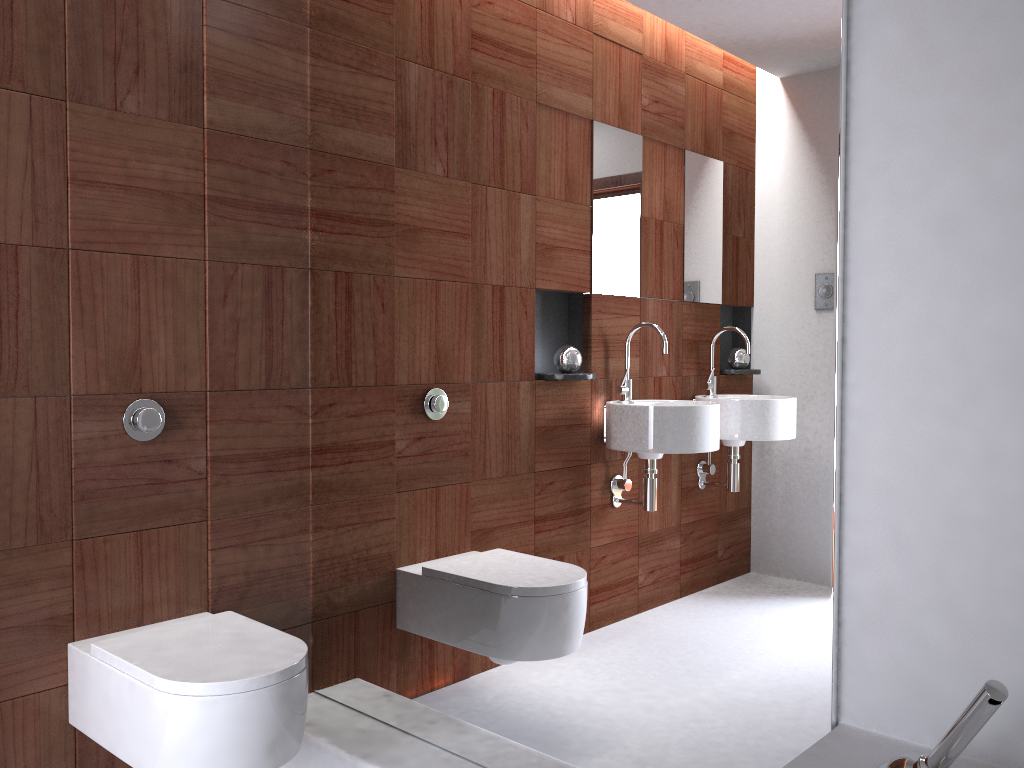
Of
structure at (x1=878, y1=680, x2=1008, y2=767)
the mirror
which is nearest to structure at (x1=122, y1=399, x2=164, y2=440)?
the mirror

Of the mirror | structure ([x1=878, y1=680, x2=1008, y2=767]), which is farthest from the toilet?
structure ([x1=878, y1=680, x2=1008, y2=767])

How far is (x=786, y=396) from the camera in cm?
146

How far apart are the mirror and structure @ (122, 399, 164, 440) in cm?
42

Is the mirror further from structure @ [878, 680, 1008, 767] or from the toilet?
the toilet

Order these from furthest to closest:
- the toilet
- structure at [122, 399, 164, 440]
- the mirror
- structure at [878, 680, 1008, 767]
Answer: structure at [122, 399, 164, 440] → the toilet → the mirror → structure at [878, 680, 1008, 767]

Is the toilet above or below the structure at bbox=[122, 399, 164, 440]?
below

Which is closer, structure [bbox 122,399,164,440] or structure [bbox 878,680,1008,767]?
structure [bbox 878,680,1008,767]

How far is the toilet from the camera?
1.6m

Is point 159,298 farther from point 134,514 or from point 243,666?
point 243,666
